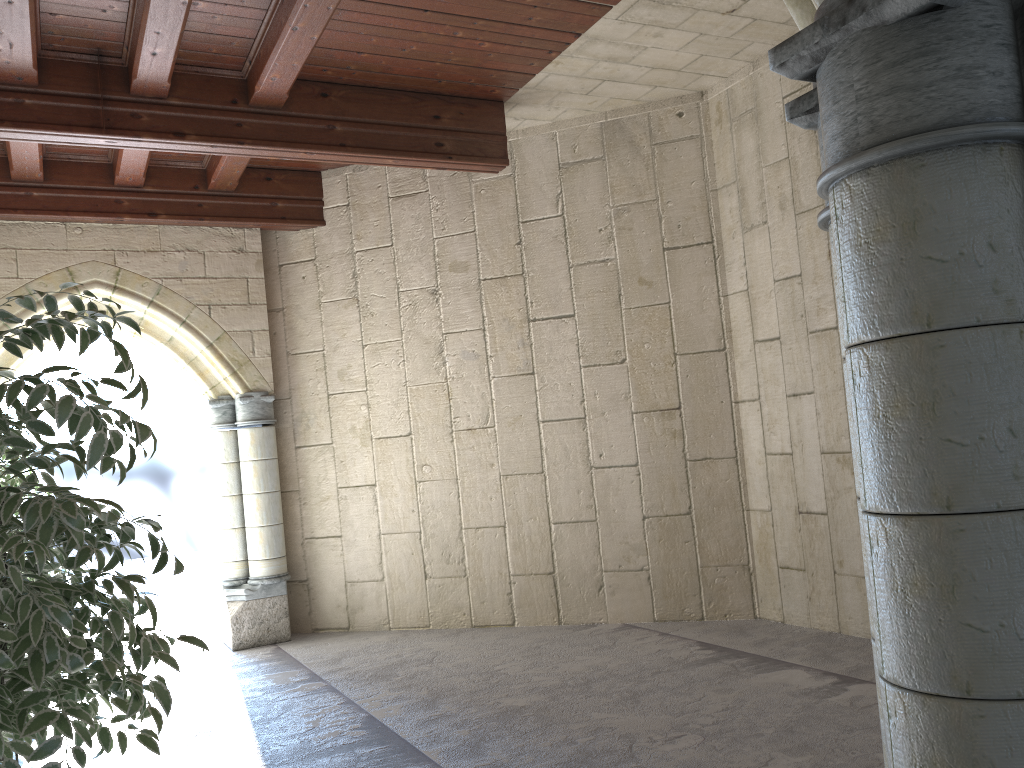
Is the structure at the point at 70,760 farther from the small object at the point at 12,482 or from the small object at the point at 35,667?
the small object at the point at 35,667

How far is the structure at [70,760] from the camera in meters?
3.5 m

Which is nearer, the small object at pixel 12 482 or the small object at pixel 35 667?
the small object at pixel 35 667

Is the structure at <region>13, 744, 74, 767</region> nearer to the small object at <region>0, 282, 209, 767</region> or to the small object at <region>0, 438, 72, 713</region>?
the small object at <region>0, 438, 72, 713</region>

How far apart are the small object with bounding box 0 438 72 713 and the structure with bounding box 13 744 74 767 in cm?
150

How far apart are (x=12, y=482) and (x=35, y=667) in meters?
3.4 m

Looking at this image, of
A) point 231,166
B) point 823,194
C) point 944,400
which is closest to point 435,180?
point 231,166

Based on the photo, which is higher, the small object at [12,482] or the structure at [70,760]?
the small object at [12,482]

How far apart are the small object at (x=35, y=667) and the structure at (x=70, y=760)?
1.7m

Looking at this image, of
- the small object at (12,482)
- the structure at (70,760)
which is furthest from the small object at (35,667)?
the small object at (12,482)
